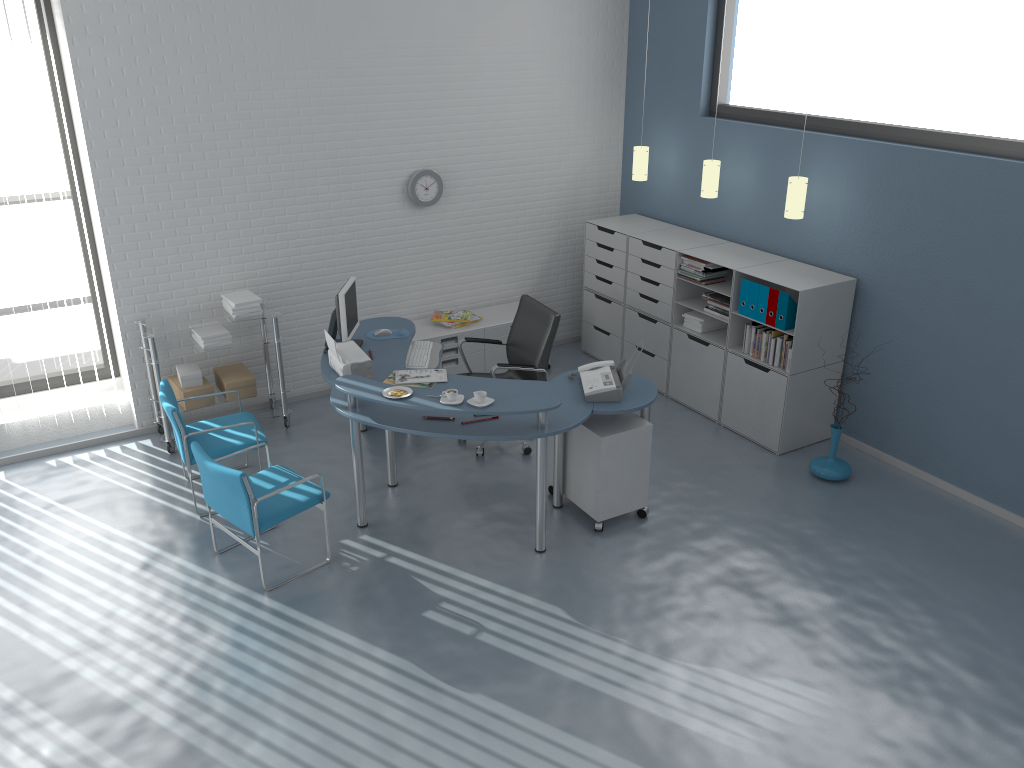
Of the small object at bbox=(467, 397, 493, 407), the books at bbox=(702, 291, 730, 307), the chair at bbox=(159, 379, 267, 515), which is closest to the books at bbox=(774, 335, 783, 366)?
the books at bbox=(702, 291, 730, 307)

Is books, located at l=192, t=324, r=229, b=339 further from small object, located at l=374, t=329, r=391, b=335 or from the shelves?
small object, located at l=374, t=329, r=391, b=335

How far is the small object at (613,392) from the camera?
4.9m

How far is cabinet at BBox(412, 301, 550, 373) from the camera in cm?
677

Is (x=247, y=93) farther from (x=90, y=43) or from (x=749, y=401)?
(x=749, y=401)

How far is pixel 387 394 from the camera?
4.63m

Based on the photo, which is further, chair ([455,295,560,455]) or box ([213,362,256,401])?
box ([213,362,256,401])

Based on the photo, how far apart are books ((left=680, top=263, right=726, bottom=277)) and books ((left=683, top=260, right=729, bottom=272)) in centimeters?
5cm

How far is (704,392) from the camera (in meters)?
6.45

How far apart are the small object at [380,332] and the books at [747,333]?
2.4m
